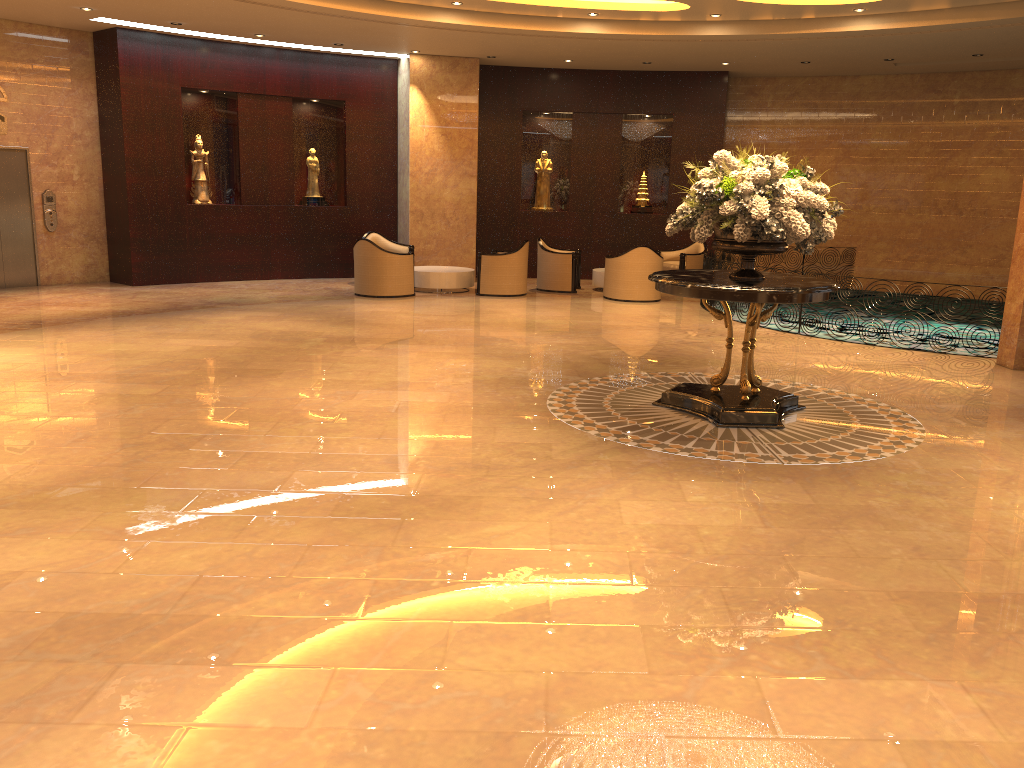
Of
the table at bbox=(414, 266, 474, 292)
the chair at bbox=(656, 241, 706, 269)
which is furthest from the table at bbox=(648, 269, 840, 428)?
the chair at bbox=(656, 241, 706, 269)

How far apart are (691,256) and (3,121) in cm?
1123

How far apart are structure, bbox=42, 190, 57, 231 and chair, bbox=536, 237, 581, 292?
7.91m

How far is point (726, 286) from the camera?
6.5 meters

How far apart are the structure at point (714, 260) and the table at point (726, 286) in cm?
553

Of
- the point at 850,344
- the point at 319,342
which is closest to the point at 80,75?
the point at 319,342

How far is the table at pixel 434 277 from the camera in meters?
14.6

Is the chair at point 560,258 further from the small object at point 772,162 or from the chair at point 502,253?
the small object at point 772,162

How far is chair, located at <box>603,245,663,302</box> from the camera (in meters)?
14.10

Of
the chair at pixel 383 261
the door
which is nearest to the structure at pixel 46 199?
the door
